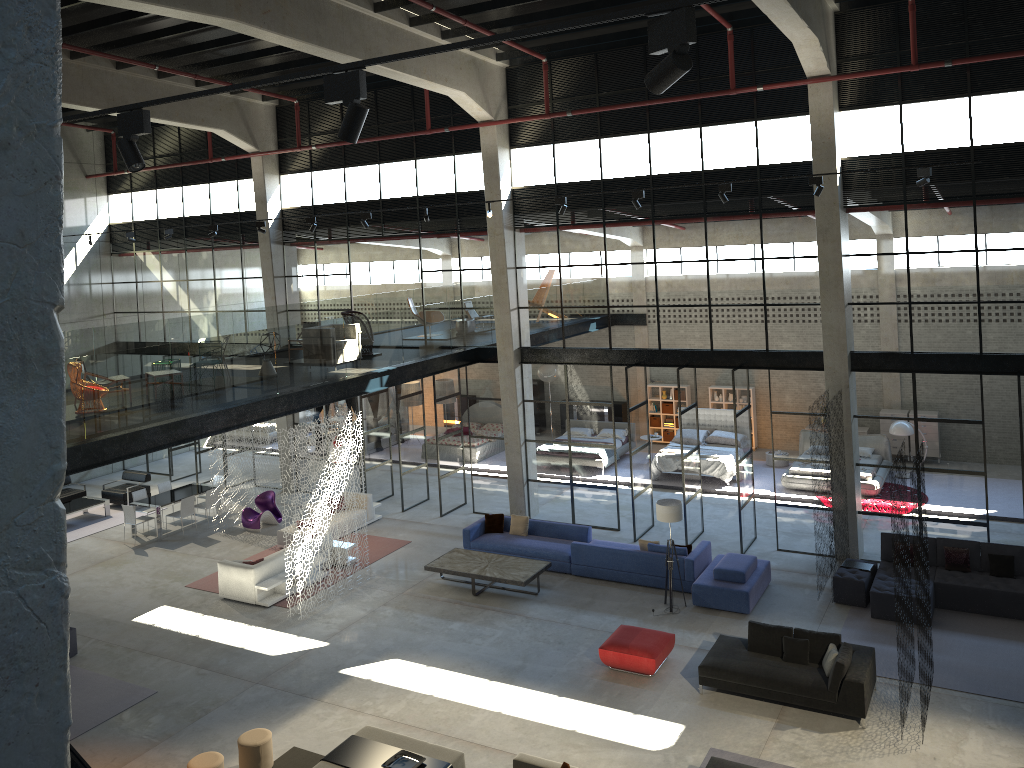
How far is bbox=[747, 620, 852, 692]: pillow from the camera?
11.3 meters

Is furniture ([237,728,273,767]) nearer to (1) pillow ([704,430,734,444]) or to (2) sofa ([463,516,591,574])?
(2) sofa ([463,516,591,574])

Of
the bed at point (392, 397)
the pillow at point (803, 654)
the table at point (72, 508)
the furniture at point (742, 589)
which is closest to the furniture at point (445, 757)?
the pillow at point (803, 654)

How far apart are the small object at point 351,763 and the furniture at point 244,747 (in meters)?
0.96

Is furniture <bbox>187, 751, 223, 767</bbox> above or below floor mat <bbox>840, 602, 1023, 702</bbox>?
above

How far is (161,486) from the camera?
21.4 meters

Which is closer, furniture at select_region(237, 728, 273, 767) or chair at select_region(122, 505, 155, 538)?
furniture at select_region(237, 728, 273, 767)

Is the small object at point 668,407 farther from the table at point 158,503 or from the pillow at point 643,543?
the table at point 158,503

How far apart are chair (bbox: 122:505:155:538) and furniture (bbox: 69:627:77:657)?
5.5m

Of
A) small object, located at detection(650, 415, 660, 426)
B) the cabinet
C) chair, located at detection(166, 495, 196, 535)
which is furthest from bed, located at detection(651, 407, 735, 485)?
chair, located at detection(166, 495, 196, 535)
